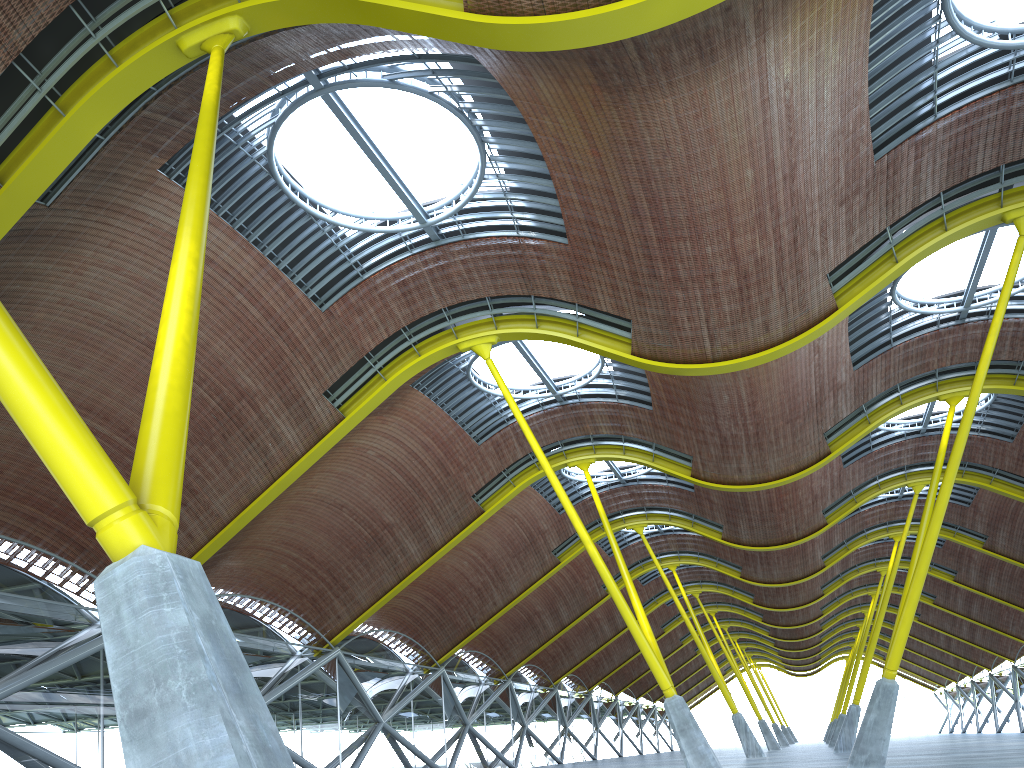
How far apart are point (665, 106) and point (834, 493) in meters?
29.4 m
